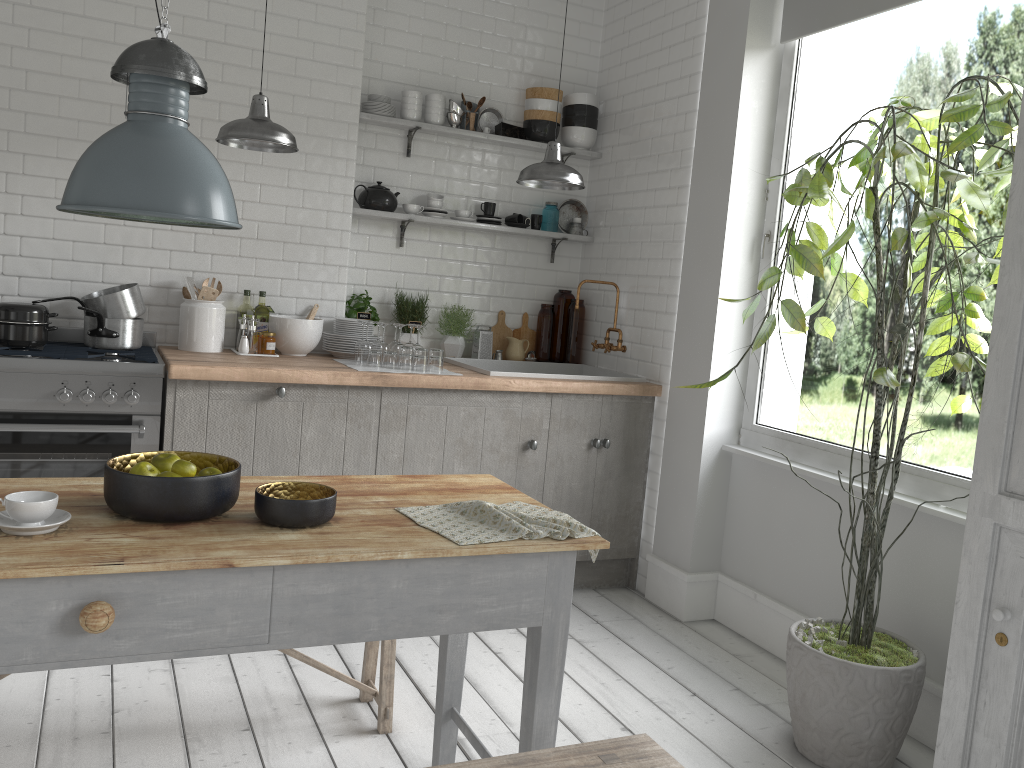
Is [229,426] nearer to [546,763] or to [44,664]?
[44,664]

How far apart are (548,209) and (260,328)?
2.2 meters

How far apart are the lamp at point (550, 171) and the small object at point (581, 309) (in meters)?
1.46

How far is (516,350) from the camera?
6.2m

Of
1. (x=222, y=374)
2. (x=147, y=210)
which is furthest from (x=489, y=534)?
(x=222, y=374)

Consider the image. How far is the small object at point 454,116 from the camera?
5.8m

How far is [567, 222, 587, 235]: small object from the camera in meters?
6.3 m

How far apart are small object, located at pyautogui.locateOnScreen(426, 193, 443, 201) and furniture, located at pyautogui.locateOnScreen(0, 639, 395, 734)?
3.1m

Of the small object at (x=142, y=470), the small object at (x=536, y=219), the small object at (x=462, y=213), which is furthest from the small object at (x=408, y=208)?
the small object at (x=142, y=470)

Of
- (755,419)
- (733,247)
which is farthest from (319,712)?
(733,247)
